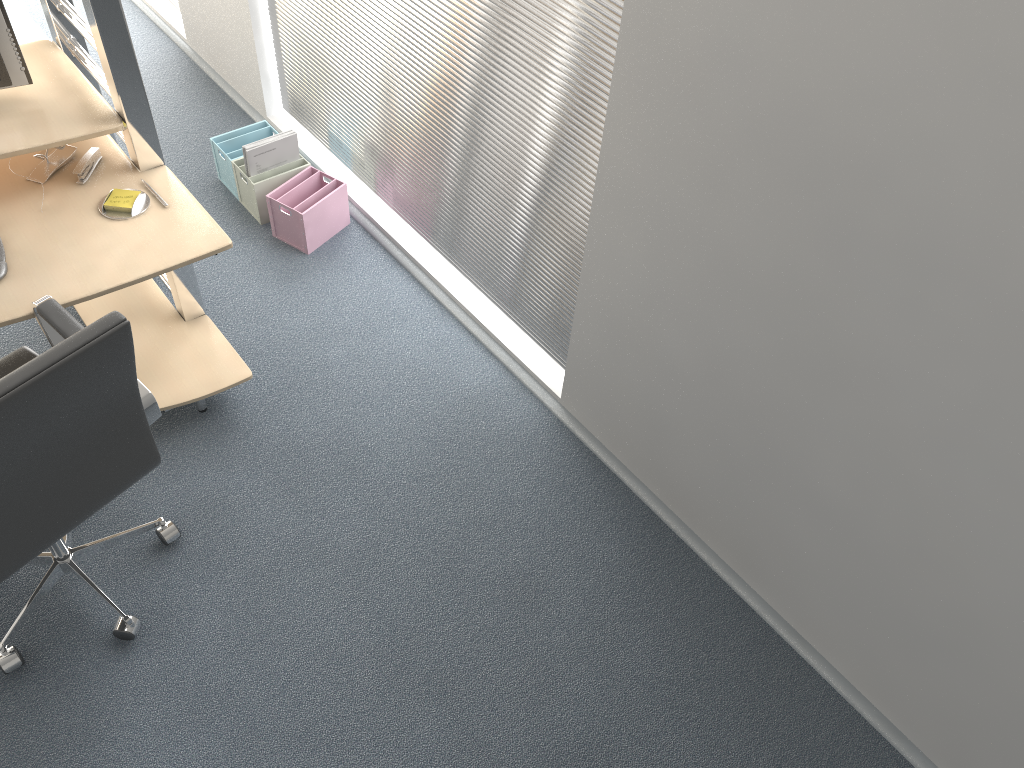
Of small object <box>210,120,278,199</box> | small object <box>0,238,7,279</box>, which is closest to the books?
small object <box>210,120,278,199</box>

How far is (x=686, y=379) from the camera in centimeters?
235cm

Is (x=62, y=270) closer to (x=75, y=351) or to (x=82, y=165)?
(x=82, y=165)

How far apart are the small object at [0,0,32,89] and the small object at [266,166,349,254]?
1.0m

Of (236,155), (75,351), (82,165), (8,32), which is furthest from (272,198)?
(75,351)

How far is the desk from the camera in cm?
222

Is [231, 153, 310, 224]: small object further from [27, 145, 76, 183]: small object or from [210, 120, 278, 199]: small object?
[27, 145, 76, 183]: small object

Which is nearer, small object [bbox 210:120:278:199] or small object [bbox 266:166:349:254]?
small object [bbox 266:166:349:254]

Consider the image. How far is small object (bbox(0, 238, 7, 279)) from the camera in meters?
2.2 m

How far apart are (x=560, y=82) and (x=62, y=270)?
1.36m
